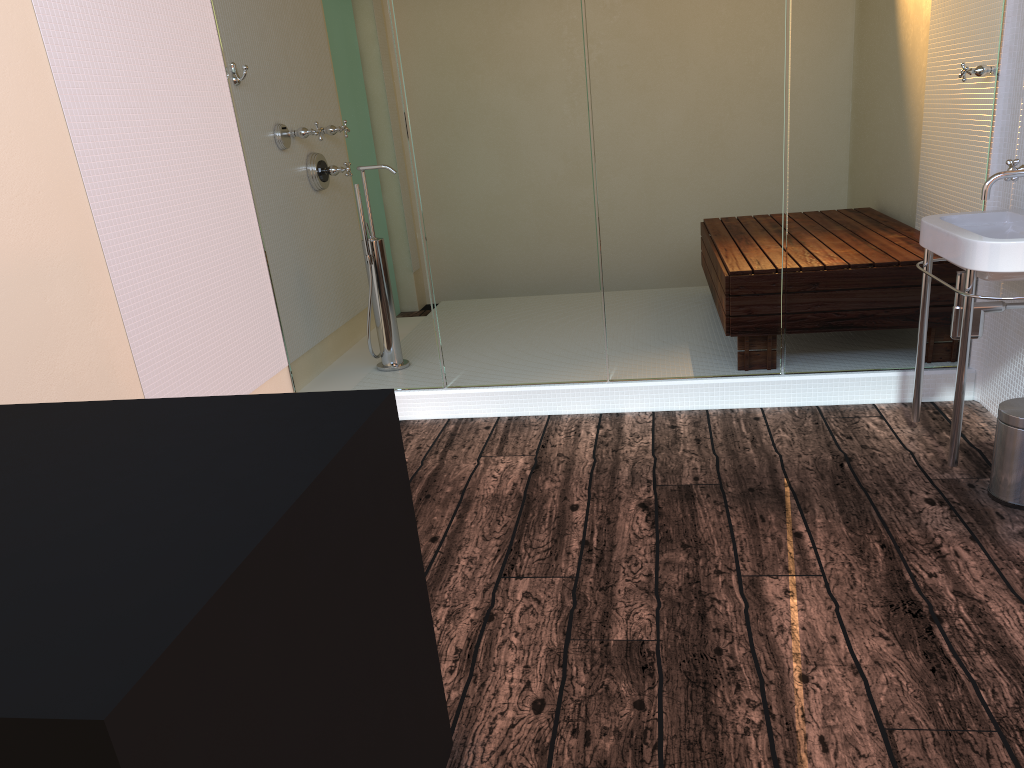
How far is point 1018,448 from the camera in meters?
2.5

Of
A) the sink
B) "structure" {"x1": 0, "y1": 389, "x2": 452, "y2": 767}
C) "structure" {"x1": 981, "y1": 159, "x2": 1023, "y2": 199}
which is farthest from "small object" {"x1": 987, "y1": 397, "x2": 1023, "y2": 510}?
"structure" {"x1": 0, "y1": 389, "x2": 452, "y2": 767}

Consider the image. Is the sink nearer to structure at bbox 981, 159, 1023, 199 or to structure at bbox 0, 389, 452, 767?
structure at bbox 981, 159, 1023, 199

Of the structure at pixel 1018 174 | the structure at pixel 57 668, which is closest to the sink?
the structure at pixel 1018 174

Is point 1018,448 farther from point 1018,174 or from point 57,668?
point 57,668

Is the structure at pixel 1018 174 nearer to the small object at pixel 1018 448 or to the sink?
the sink

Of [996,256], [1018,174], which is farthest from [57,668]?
[1018,174]

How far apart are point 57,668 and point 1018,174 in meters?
2.8

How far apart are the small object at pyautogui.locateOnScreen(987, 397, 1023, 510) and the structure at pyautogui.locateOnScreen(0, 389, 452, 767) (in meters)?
1.78

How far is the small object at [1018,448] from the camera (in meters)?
2.47
